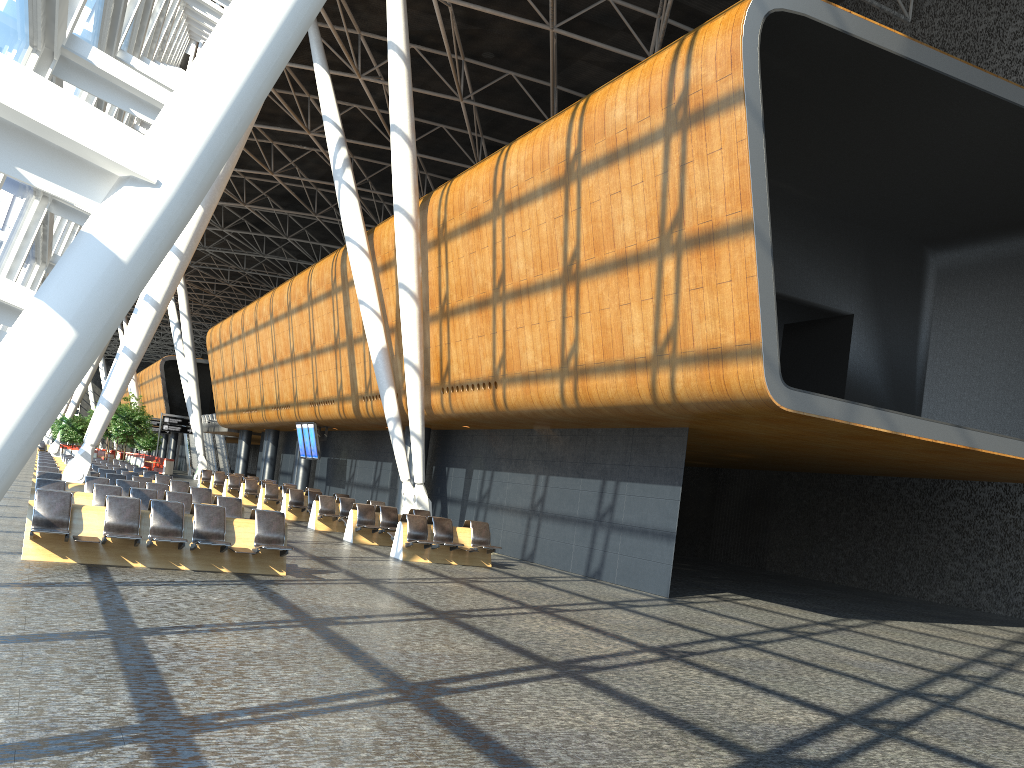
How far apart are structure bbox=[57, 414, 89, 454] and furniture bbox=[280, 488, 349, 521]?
25.7 meters

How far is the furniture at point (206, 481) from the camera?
37.4 meters

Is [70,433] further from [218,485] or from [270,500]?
[270,500]

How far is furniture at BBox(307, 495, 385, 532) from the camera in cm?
2171

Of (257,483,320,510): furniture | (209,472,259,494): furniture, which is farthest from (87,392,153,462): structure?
(257,483,320,510): furniture

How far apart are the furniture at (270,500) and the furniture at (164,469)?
24.2 meters

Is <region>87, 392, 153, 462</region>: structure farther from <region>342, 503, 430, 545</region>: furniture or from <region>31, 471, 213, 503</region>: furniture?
<region>31, 471, 213, 503</region>: furniture

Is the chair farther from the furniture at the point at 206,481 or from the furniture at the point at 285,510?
the furniture at the point at 285,510

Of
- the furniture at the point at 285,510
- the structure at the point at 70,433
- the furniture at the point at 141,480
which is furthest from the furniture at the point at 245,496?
the structure at the point at 70,433

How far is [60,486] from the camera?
13.7m
